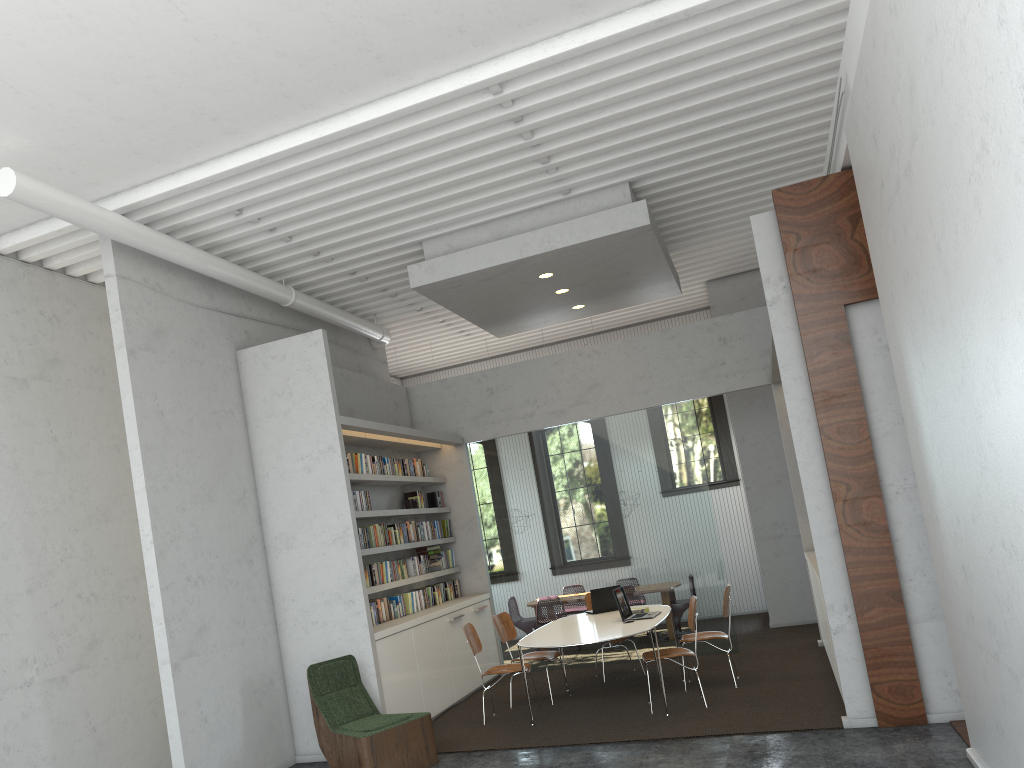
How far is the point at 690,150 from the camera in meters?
7.5 m
